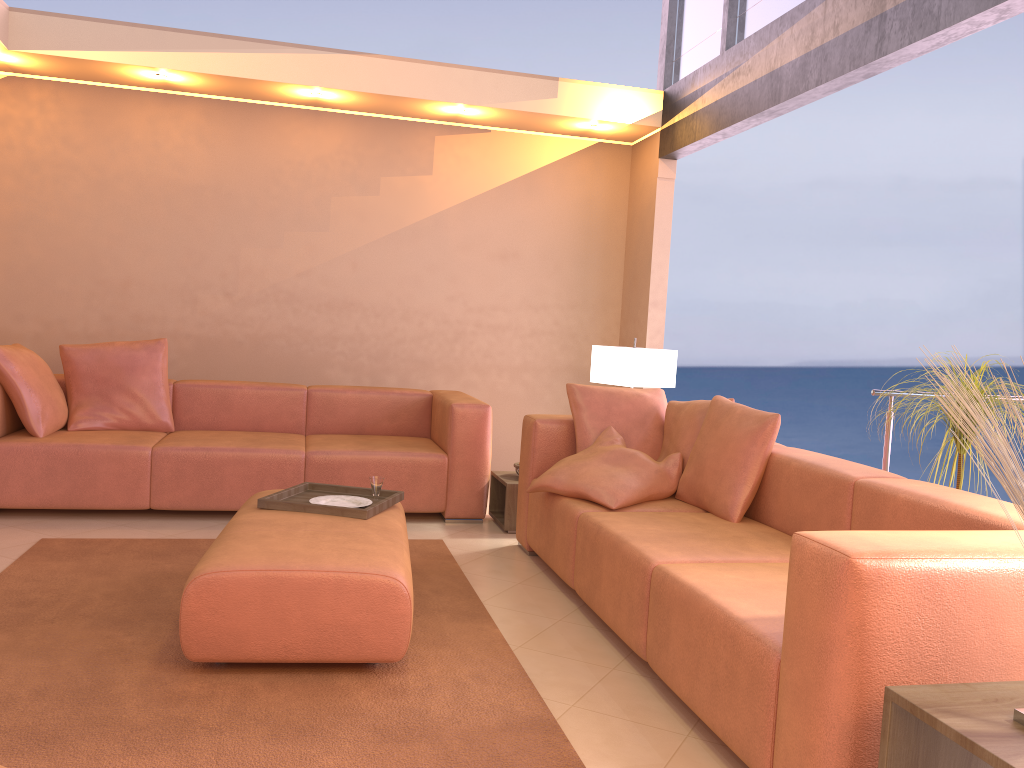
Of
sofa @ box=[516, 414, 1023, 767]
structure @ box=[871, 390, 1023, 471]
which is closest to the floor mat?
sofa @ box=[516, 414, 1023, 767]

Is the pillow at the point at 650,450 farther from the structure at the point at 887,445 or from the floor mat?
the structure at the point at 887,445

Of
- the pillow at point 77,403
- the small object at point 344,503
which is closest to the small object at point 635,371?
the small object at point 344,503

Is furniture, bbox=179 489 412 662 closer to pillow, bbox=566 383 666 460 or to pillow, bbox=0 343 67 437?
pillow, bbox=566 383 666 460

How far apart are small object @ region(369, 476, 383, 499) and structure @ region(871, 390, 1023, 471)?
2.21m

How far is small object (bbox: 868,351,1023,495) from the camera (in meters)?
3.47

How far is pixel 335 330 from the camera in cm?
603

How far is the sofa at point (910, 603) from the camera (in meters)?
1.78

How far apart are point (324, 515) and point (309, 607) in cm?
68

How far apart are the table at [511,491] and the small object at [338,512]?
1.1 meters
